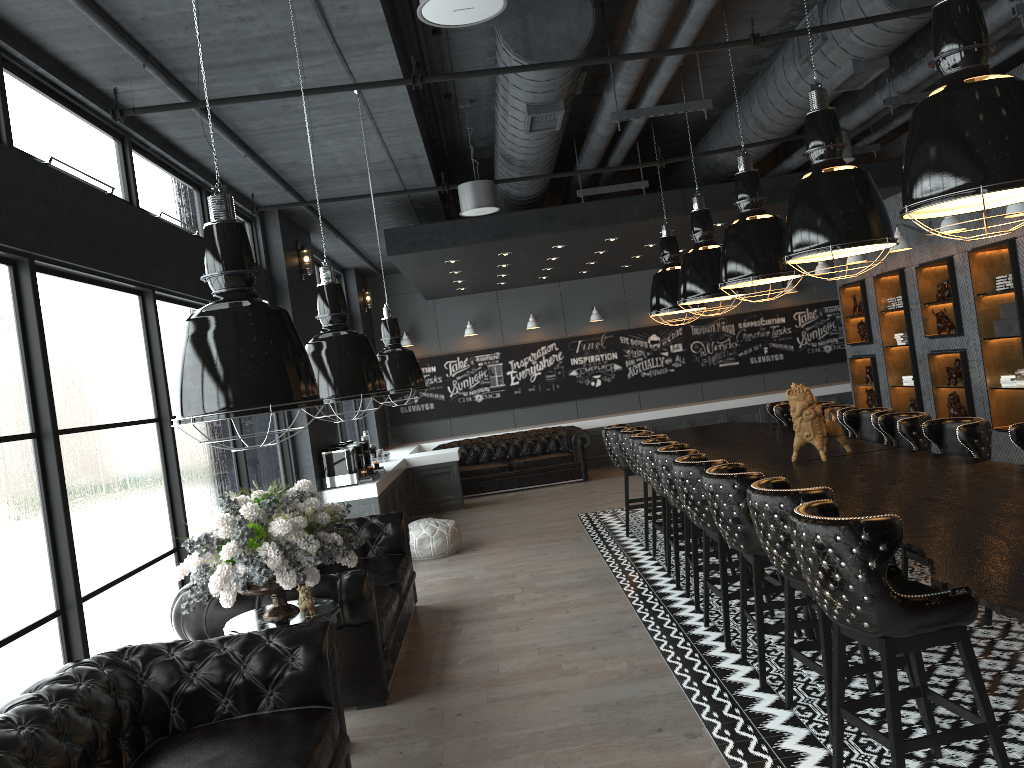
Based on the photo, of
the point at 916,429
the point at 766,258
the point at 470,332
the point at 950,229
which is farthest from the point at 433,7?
the point at 470,332

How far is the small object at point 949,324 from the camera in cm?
953

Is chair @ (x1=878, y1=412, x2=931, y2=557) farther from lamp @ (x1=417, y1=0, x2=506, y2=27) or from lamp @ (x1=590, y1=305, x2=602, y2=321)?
lamp @ (x1=590, y1=305, x2=602, y2=321)

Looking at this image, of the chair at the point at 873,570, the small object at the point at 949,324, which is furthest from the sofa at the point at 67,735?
the small object at the point at 949,324

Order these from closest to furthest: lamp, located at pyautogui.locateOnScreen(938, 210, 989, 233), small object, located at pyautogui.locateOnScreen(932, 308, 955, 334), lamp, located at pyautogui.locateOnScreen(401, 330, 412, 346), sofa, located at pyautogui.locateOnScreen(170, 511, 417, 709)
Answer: sofa, located at pyautogui.locateOnScreen(170, 511, 417, 709)
lamp, located at pyautogui.locateOnScreen(938, 210, 989, 233)
small object, located at pyautogui.locateOnScreen(932, 308, 955, 334)
lamp, located at pyautogui.locateOnScreen(401, 330, 412, 346)

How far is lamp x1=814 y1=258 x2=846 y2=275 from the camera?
11.7m

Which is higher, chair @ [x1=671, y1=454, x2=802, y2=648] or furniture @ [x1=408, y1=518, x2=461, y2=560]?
chair @ [x1=671, y1=454, x2=802, y2=648]

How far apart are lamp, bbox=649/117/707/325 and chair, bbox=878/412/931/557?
3.0 meters

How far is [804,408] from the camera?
5.8 meters

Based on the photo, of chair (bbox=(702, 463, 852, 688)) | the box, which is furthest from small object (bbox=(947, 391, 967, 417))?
chair (bbox=(702, 463, 852, 688))
